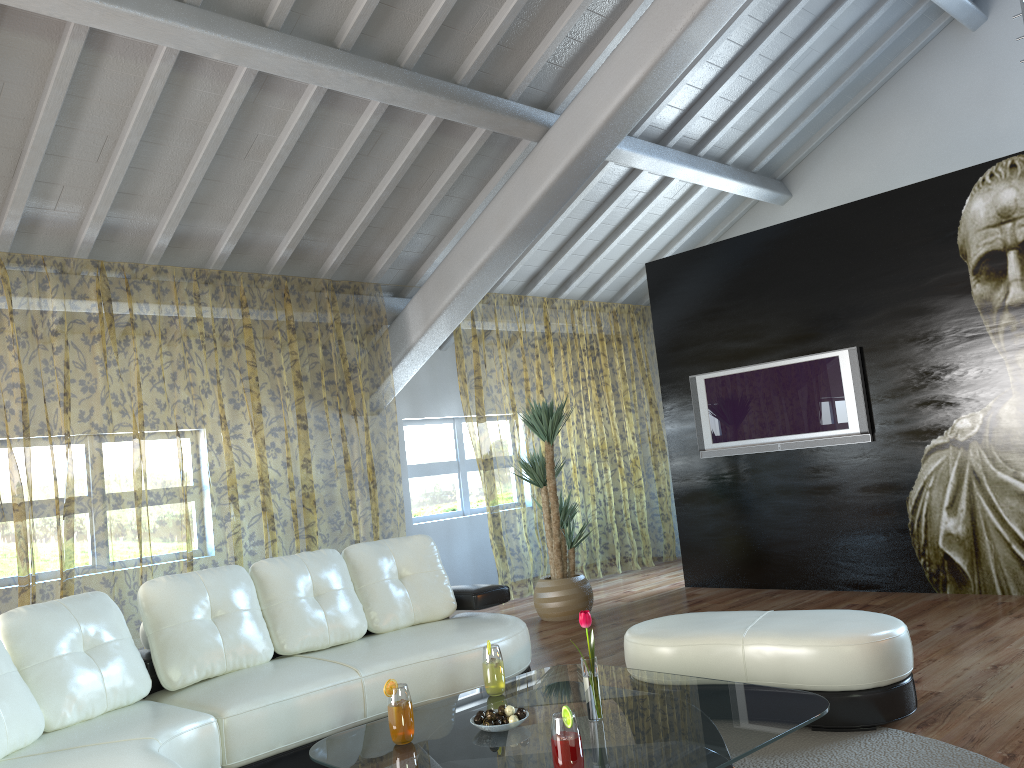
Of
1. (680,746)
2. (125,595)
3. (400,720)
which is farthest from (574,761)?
(125,595)

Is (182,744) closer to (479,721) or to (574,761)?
(479,721)

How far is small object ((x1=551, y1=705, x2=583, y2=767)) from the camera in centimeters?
210cm

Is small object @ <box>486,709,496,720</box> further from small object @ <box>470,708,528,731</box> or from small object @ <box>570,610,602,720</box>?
small object @ <box>570,610,602,720</box>

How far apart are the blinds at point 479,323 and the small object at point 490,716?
4.64m

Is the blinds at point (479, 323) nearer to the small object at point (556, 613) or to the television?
Answer: the small object at point (556, 613)

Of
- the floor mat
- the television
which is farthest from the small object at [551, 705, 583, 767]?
the television

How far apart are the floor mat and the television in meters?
3.1

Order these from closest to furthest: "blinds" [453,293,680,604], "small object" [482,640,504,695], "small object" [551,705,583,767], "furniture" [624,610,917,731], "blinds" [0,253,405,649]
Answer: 1. "small object" [551,705,583,767]
2. "small object" [482,640,504,695]
3. "furniture" [624,610,917,731]
4. "blinds" [0,253,405,649]
5. "blinds" [453,293,680,604]

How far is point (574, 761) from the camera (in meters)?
2.10
